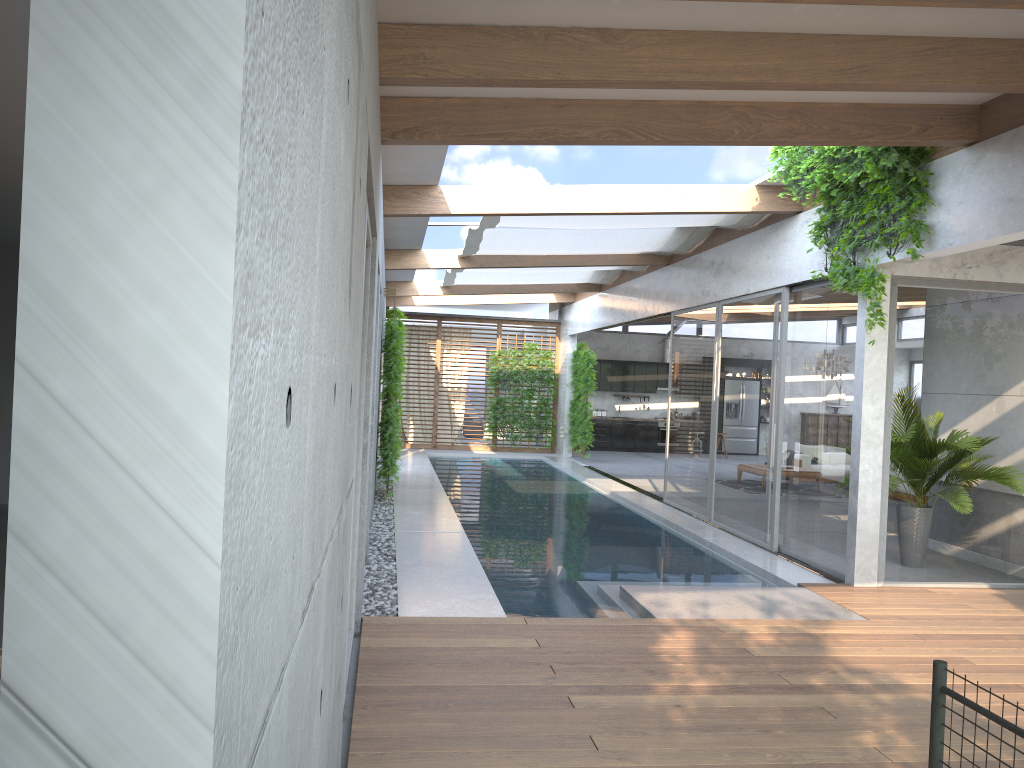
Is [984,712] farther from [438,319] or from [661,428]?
[661,428]

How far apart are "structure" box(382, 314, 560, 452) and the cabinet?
3.1 meters

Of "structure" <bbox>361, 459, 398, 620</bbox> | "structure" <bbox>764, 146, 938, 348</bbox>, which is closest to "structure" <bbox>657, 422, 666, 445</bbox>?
"structure" <bbox>361, 459, 398, 620</bbox>

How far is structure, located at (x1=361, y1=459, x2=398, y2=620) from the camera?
6.3m

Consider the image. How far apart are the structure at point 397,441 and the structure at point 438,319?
0.64m

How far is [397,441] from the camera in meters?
11.1 m

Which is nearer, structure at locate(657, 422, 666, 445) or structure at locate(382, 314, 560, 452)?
structure at locate(382, 314, 560, 452)

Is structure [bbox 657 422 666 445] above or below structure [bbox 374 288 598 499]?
below

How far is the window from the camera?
7.6m

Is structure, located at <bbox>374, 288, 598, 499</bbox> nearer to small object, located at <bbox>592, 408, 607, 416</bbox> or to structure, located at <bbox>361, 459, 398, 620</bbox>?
structure, located at <bbox>361, 459, 398, 620</bbox>
